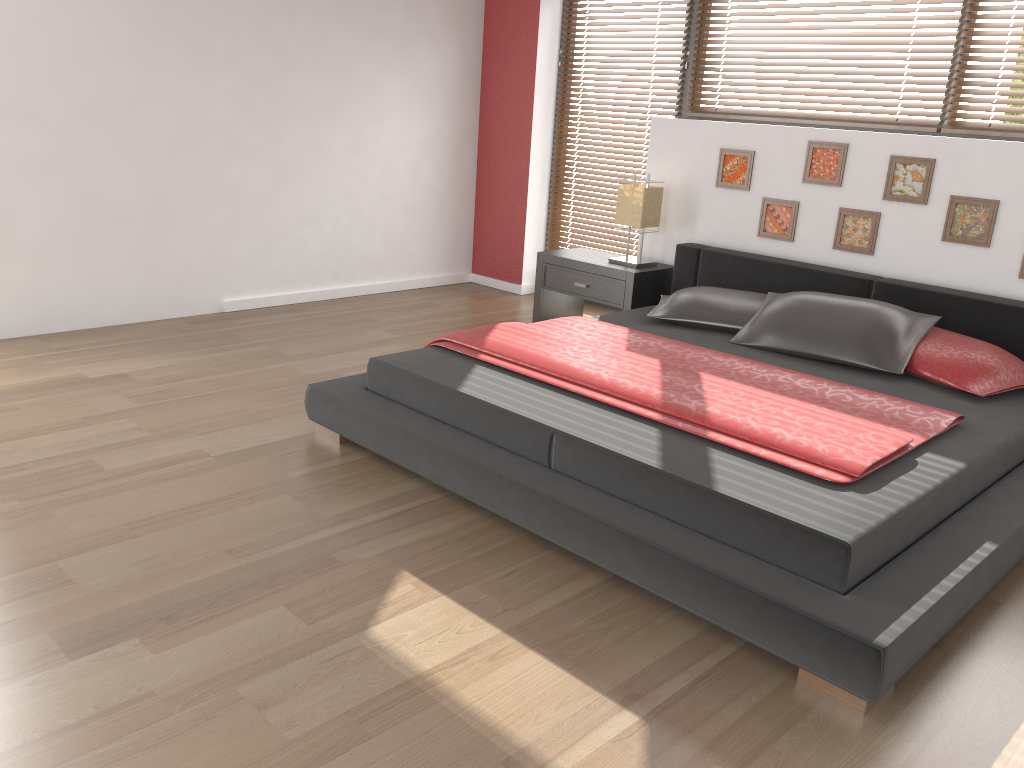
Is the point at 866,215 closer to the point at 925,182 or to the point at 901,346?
the point at 925,182

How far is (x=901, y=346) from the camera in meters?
3.4 m

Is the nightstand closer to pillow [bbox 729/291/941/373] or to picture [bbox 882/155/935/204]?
pillow [bbox 729/291/941/373]

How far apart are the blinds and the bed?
0.8 meters

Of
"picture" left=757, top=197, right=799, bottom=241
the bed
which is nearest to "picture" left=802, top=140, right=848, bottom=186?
"picture" left=757, top=197, right=799, bottom=241

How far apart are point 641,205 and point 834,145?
1.0 meters

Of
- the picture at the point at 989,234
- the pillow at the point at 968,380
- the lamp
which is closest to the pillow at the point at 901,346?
the pillow at the point at 968,380

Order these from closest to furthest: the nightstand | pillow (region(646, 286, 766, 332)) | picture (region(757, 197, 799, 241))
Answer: pillow (region(646, 286, 766, 332)) → picture (region(757, 197, 799, 241)) → the nightstand

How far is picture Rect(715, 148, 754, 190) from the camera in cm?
454

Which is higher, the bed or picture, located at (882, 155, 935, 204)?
picture, located at (882, 155, 935, 204)
